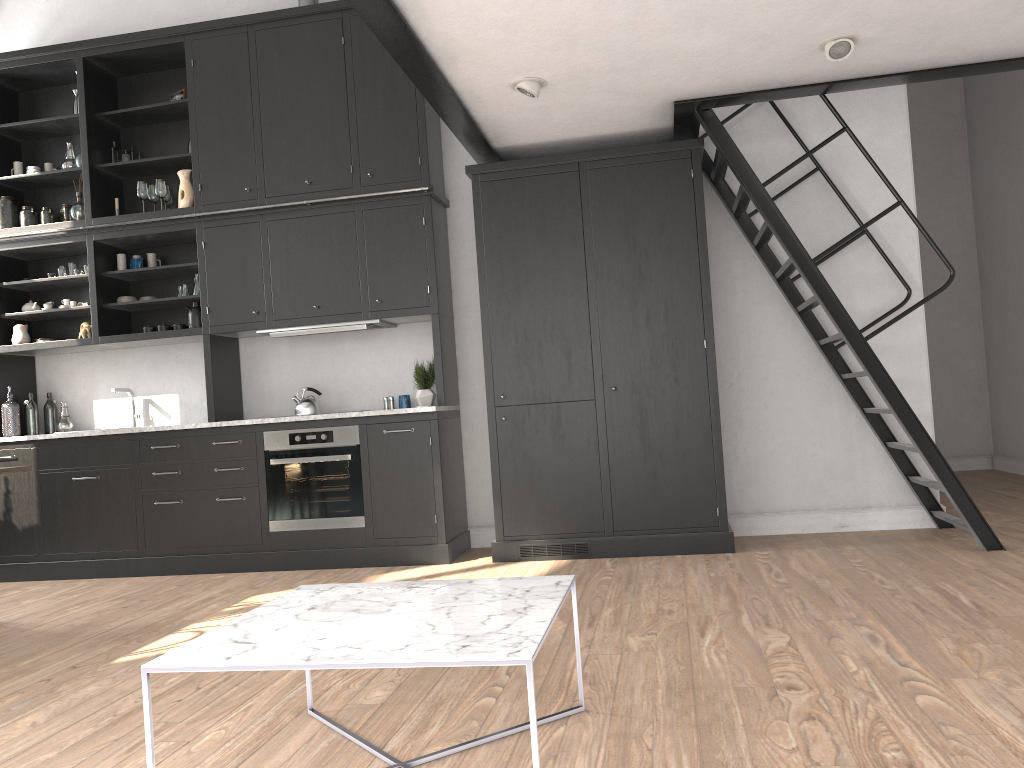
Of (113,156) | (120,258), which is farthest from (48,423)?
(113,156)

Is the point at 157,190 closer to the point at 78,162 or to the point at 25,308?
the point at 78,162

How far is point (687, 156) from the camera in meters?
5.1

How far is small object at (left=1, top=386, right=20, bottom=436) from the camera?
6.04m

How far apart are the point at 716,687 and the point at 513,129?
3.3 meters

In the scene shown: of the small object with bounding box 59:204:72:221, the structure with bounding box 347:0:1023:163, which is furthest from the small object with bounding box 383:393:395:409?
the small object with bounding box 59:204:72:221

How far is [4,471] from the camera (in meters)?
4.34

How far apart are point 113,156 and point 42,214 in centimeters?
65cm

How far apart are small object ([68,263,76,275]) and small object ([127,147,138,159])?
0.9 meters

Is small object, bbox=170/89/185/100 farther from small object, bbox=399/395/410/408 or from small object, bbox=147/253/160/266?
small object, bbox=399/395/410/408
